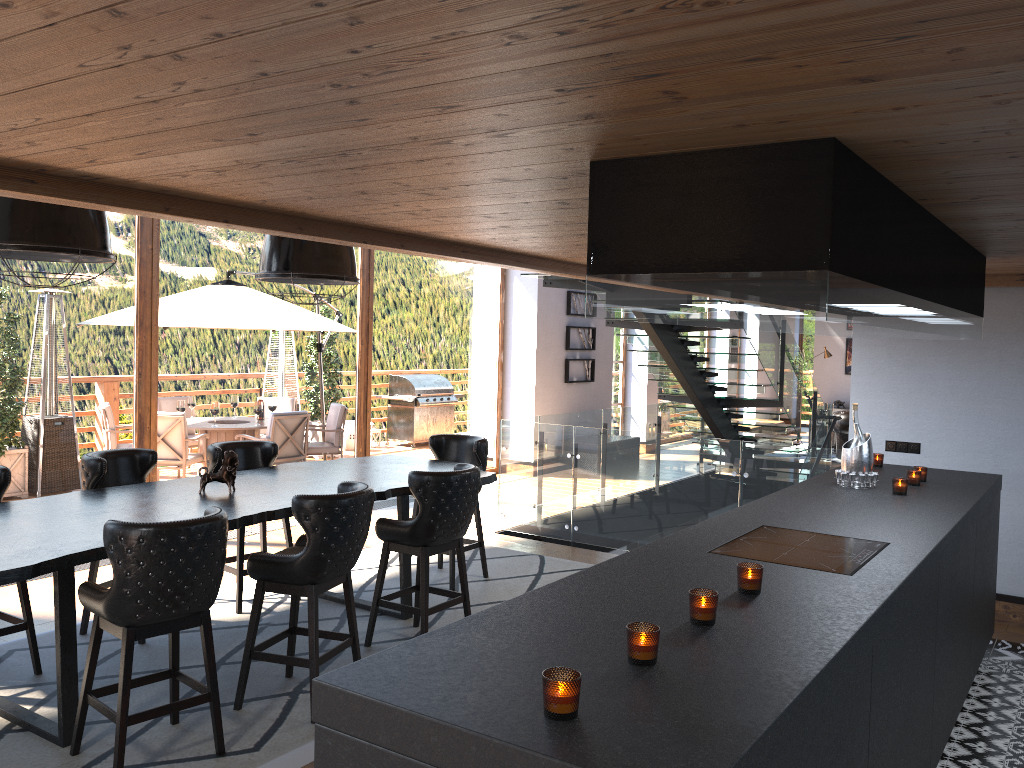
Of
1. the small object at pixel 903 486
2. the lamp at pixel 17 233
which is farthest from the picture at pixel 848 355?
the lamp at pixel 17 233

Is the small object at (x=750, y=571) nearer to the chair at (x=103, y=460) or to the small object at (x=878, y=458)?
the small object at (x=878, y=458)

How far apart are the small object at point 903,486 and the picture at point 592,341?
8.7m

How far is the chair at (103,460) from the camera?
5.2 meters

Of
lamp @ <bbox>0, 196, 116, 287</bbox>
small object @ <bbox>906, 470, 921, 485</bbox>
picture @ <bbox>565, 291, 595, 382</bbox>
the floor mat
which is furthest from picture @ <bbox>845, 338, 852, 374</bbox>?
lamp @ <bbox>0, 196, 116, 287</bbox>

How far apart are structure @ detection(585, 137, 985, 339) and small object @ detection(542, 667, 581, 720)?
1.1 meters

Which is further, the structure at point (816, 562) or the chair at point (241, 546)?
the chair at point (241, 546)

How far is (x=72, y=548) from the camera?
3.7m

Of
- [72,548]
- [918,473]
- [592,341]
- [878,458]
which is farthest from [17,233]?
[592,341]

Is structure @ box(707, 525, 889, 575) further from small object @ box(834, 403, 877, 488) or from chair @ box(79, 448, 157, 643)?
chair @ box(79, 448, 157, 643)
